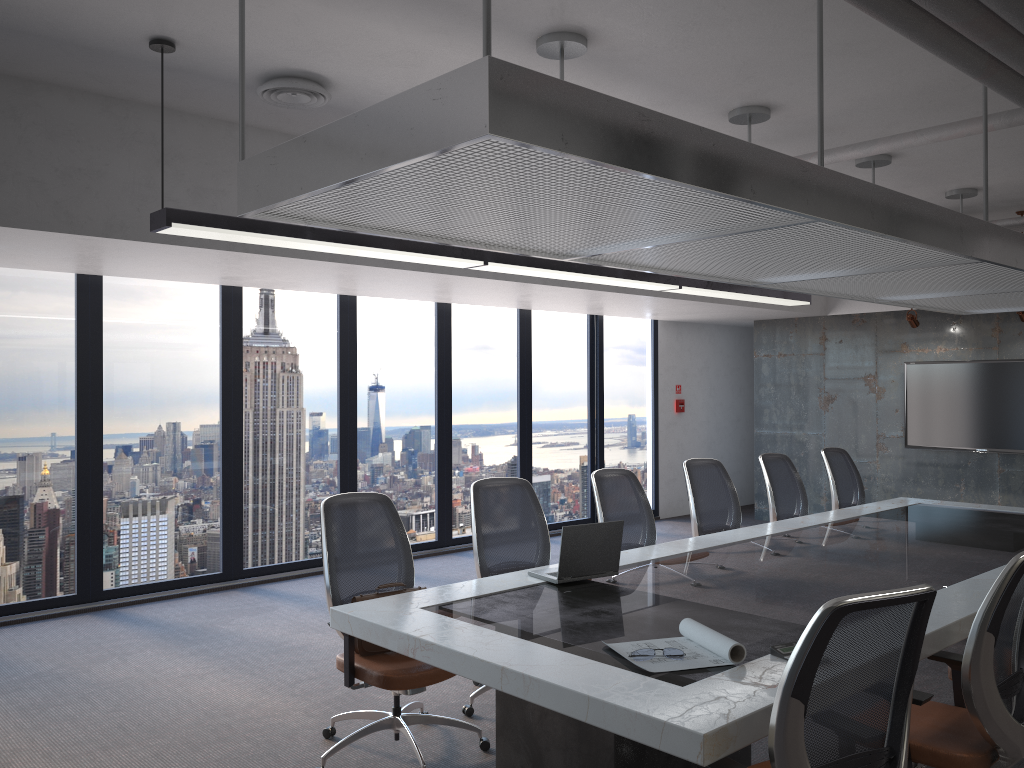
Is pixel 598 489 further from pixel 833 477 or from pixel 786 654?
pixel 833 477

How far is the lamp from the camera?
4.3m

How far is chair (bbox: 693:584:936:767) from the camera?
2.2 meters

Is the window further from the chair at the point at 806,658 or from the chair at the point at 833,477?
the chair at the point at 806,658

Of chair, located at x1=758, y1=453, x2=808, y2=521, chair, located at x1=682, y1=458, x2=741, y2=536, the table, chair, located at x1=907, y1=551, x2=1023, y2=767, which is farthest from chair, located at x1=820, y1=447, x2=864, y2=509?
chair, located at x1=907, y1=551, x2=1023, y2=767

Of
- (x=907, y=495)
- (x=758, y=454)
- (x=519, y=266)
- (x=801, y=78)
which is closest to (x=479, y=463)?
(x=758, y=454)

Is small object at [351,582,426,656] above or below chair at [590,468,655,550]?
below

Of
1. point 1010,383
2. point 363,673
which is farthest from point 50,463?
point 1010,383

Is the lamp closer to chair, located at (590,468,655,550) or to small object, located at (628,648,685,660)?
chair, located at (590,468,655,550)

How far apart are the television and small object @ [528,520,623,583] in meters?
6.5 m
